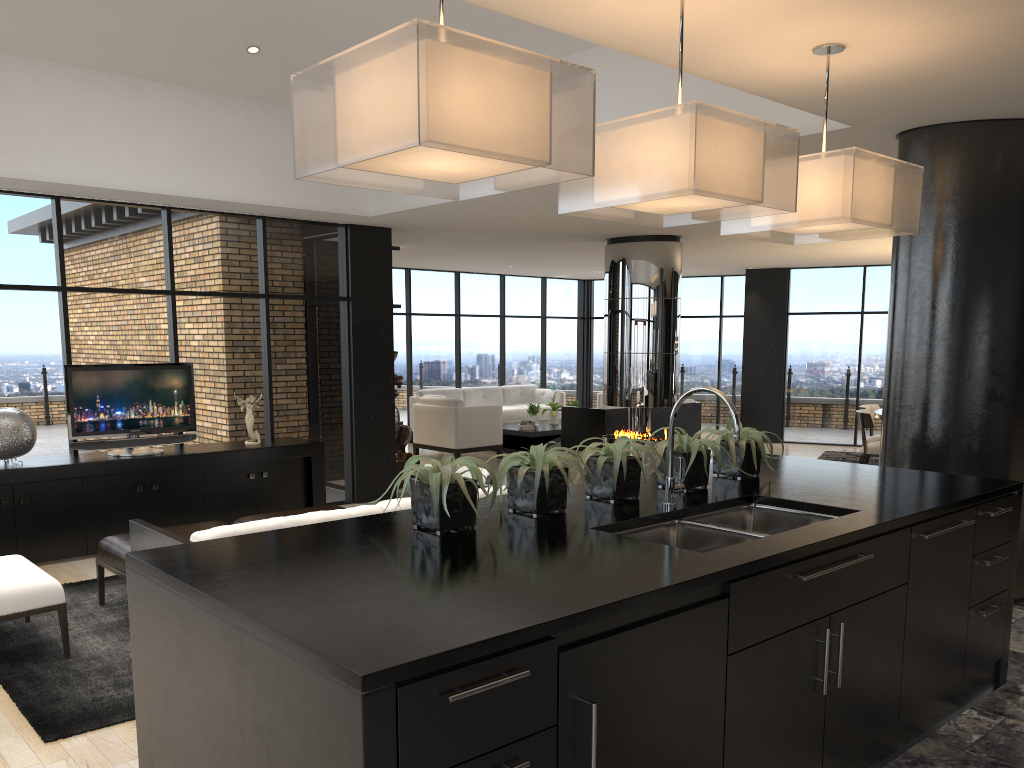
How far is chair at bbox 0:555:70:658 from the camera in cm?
428

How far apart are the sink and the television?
5.24m

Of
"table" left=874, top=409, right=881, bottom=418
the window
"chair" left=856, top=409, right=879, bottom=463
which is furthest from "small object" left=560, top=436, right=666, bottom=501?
"table" left=874, top=409, right=881, bottom=418

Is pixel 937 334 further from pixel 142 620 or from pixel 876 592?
pixel 142 620

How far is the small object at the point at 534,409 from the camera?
13.2 meters

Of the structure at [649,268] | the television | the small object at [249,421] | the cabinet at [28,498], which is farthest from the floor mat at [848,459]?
the television

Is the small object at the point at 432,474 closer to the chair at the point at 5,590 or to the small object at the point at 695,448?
the small object at the point at 695,448

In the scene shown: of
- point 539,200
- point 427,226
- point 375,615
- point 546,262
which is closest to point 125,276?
point 427,226

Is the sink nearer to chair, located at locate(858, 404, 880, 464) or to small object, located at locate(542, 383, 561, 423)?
chair, located at locate(858, 404, 880, 464)

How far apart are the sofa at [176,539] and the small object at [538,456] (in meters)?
1.54
